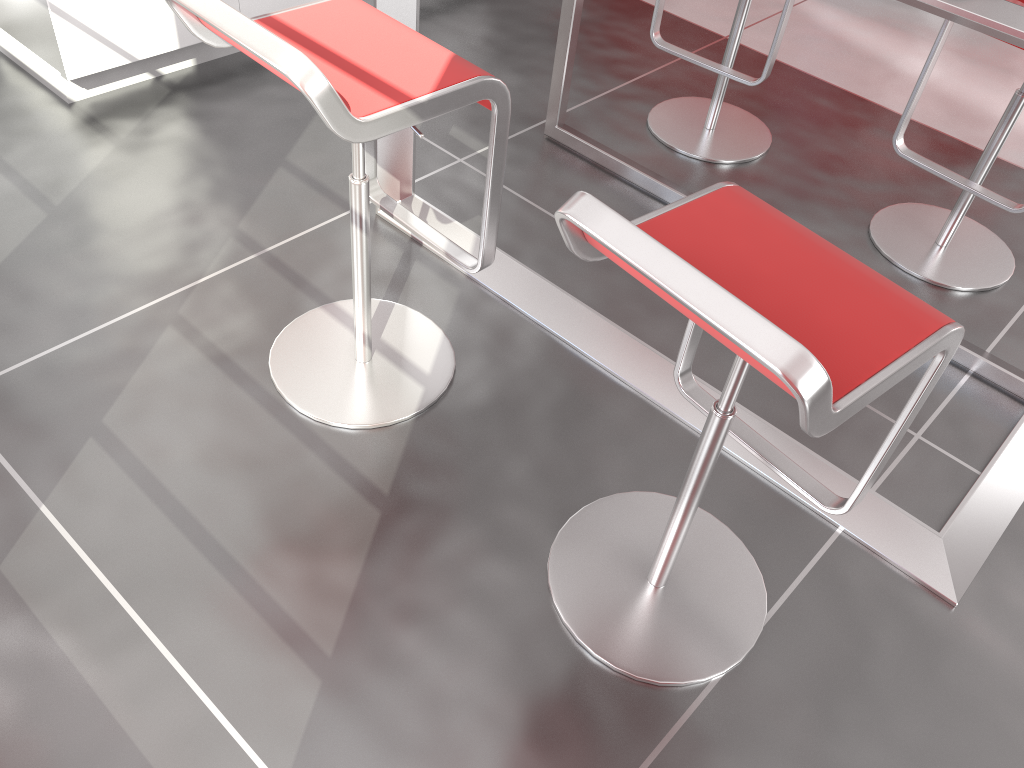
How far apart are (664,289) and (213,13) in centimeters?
84cm

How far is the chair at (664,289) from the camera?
1.0m

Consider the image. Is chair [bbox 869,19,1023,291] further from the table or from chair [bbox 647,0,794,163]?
chair [bbox 647,0,794,163]

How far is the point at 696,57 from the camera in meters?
2.7 m

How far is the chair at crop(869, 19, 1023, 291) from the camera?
2.31m

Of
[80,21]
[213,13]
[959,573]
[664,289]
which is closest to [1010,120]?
[959,573]

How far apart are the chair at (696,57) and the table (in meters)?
0.23

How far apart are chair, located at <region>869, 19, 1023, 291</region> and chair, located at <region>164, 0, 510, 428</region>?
1.3m

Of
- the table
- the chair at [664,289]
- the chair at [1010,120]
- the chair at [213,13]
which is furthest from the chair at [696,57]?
the chair at [664,289]

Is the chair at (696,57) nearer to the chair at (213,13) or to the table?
the table
